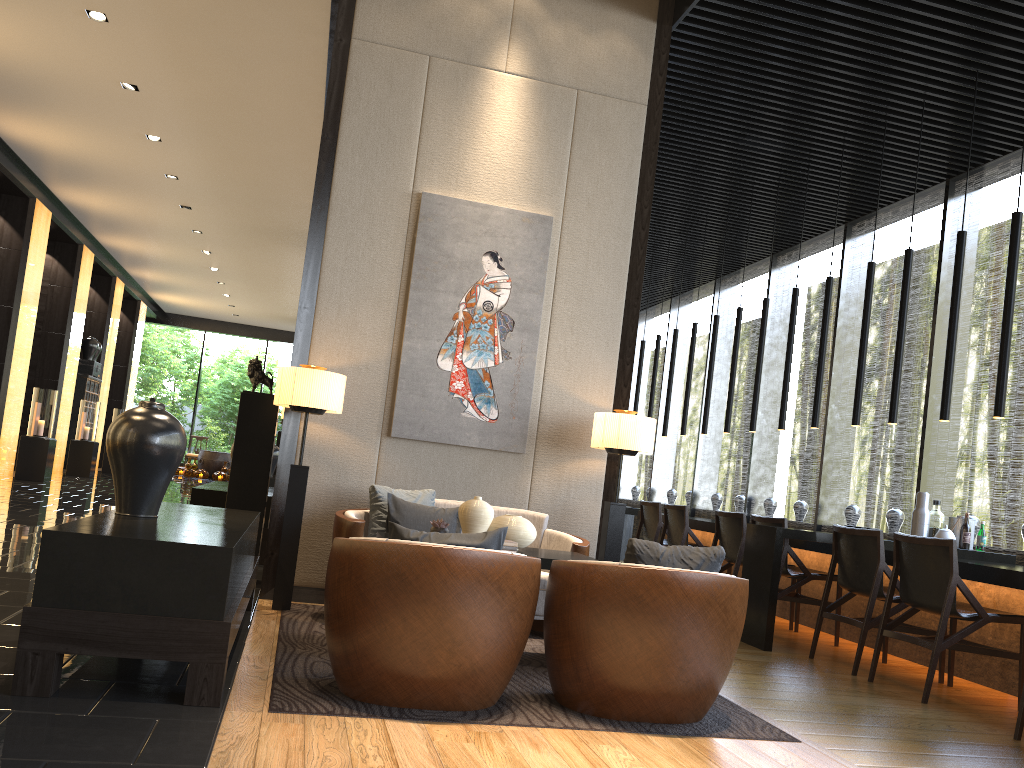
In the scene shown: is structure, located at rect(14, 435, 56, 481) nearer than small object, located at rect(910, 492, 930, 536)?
No

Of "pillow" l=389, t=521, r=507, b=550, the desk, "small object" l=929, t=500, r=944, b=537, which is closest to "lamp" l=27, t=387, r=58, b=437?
the desk

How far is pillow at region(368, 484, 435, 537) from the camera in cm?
486

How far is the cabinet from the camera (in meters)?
17.11

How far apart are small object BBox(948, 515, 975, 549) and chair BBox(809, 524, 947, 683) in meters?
0.9 m

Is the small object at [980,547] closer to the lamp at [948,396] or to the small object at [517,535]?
the lamp at [948,396]

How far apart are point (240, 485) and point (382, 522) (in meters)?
1.21

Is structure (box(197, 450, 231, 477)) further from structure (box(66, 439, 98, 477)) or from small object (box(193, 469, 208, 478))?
structure (box(66, 439, 98, 477))

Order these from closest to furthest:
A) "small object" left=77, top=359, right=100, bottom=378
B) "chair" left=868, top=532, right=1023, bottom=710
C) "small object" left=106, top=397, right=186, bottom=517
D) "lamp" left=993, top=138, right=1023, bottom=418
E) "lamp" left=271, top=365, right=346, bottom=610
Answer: "small object" left=106, top=397, right=186, bottom=517 → "chair" left=868, top=532, right=1023, bottom=710 → "lamp" left=271, top=365, right=346, bottom=610 → "lamp" left=993, top=138, right=1023, bottom=418 → "small object" left=77, top=359, right=100, bottom=378

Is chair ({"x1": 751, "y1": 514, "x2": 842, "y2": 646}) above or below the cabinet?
below
